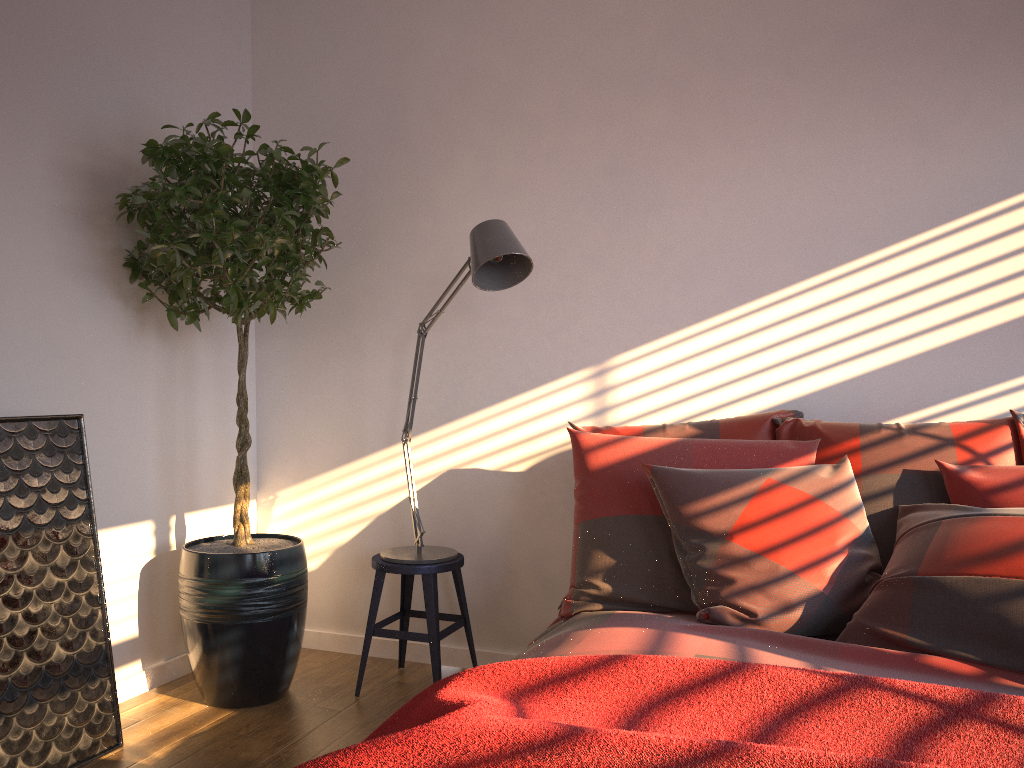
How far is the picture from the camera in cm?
240

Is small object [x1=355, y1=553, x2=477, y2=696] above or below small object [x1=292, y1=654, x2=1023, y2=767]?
below

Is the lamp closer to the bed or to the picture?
the bed

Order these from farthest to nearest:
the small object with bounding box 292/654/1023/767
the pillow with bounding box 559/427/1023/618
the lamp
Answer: the lamp, the pillow with bounding box 559/427/1023/618, the small object with bounding box 292/654/1023/767

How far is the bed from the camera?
1.8 meters

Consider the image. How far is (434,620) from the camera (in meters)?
3.01

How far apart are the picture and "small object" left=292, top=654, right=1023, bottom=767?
1.25m

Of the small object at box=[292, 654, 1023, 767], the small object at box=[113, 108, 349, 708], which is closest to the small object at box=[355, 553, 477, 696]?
the small object at box=[113, 108, 349, 708]

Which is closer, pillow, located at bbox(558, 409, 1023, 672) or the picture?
pillow, located at bbox(558, 409, 1023, 672)

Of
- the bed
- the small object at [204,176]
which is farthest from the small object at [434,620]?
the bed
